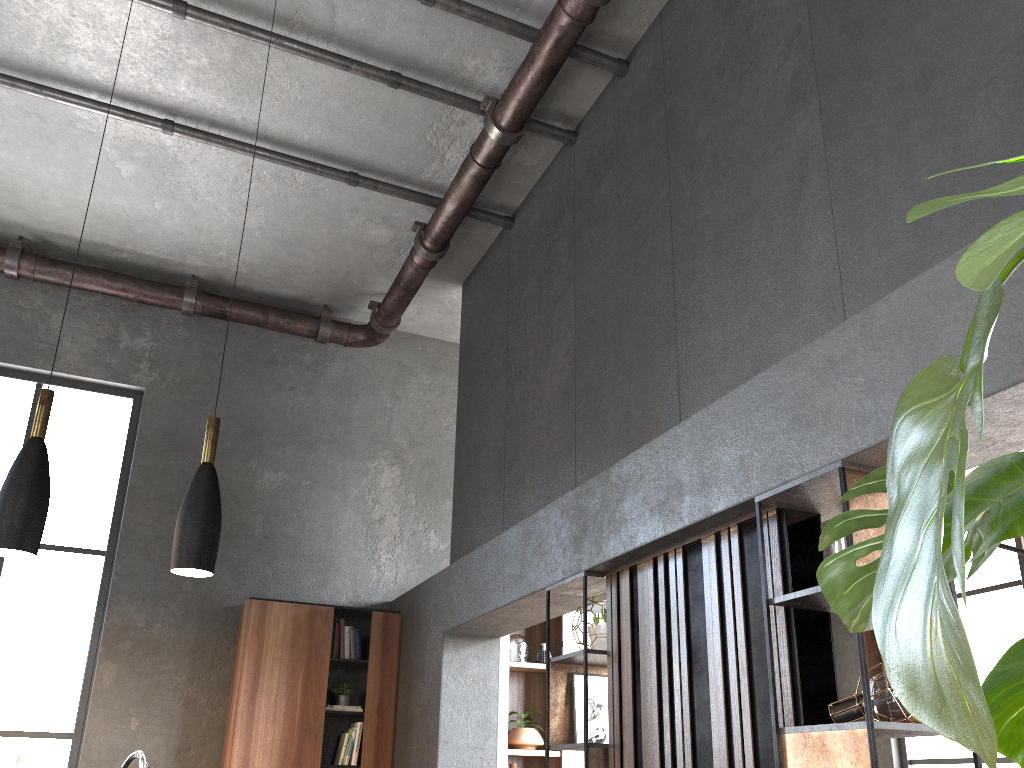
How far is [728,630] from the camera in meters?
3.3 m

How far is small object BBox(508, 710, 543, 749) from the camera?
6.82m

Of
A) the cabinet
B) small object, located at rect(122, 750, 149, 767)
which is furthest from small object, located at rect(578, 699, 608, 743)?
the cabinet

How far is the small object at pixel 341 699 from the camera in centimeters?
644cm

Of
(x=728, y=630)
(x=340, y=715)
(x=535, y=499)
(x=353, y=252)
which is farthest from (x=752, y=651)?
(x=353, y=252)

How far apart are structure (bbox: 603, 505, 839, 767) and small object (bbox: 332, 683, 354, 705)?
3.12m

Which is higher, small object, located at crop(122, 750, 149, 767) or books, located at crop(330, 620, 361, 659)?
books, located at crop(330, 620, 361, 659)

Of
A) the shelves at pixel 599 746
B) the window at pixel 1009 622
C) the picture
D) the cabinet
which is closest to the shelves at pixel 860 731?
the shelves at pixel 599 746

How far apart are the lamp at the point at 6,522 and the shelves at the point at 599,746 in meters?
2.3

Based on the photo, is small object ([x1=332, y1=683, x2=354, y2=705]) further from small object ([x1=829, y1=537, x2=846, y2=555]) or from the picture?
small object ([x1=829, y1=537, x2=846, y2=555])
